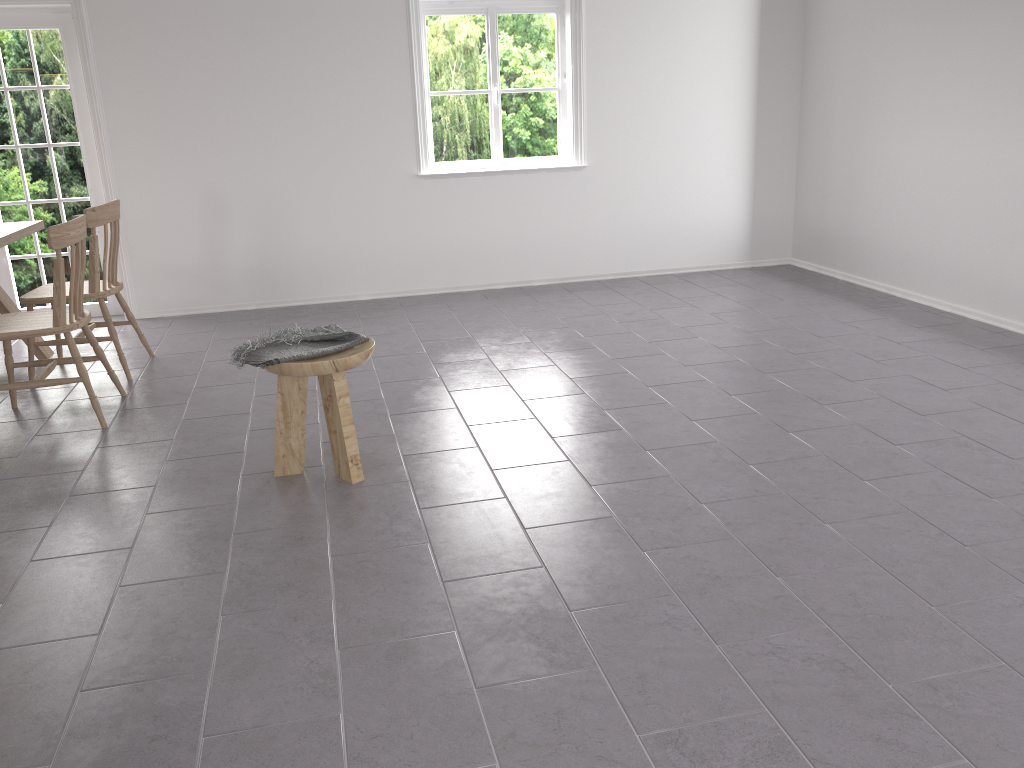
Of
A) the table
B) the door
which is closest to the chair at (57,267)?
the table

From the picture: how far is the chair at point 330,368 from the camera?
3.1 meters

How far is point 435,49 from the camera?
6.23m

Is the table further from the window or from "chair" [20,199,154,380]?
the window

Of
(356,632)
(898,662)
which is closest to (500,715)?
(356,632)

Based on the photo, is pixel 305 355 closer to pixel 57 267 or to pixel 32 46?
pixel 57 267

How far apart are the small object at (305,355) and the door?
3.4m

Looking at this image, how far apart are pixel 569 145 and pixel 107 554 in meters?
4.7

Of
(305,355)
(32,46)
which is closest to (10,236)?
(32,46)

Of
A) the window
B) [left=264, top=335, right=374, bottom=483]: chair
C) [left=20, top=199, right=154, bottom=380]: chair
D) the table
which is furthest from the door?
[left=264, top=335, right=374, bottom=483]: chair
